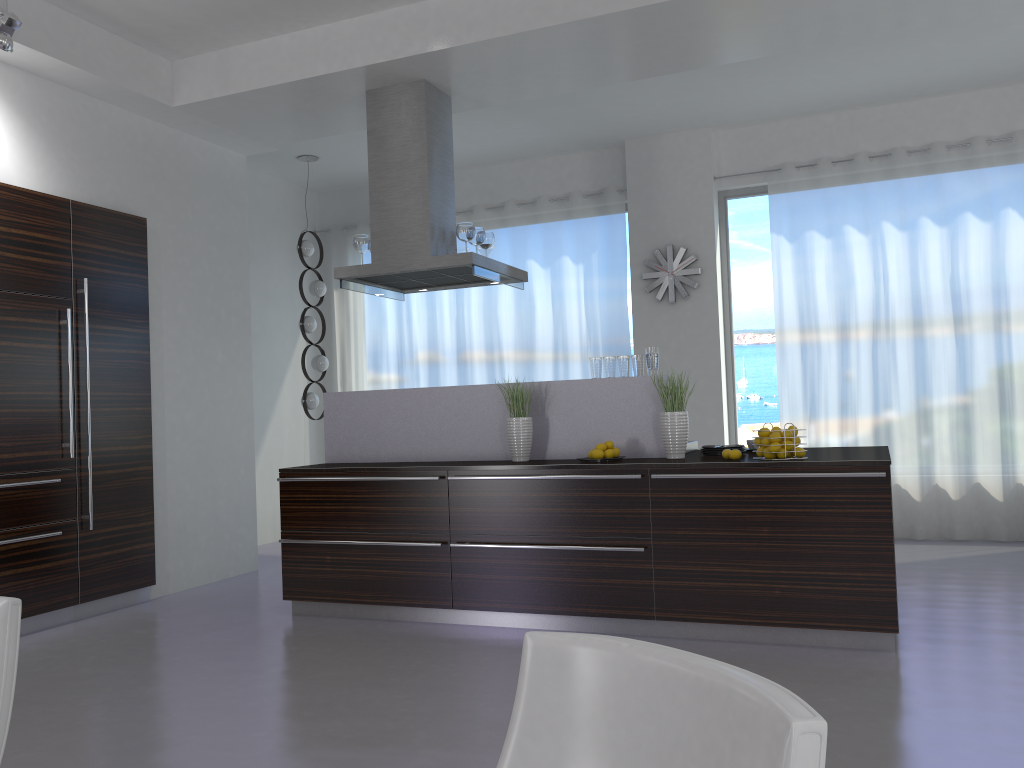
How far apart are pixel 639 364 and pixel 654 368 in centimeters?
9cm

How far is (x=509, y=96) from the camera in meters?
5.8 m

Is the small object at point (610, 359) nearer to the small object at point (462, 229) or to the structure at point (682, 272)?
the small object at point (462, 229)

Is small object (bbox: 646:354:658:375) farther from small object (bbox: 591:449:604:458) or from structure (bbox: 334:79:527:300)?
structure (bbox: 334:79:527:300)

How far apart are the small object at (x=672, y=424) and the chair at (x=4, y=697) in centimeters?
336cm

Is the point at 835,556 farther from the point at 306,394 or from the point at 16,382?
the point at 306,394

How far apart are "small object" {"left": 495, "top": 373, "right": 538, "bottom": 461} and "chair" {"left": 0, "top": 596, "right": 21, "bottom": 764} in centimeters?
328cm

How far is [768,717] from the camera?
0.95m

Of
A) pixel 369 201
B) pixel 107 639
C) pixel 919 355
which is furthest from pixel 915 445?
pixel 107 639

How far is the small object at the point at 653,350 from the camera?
4.8m
